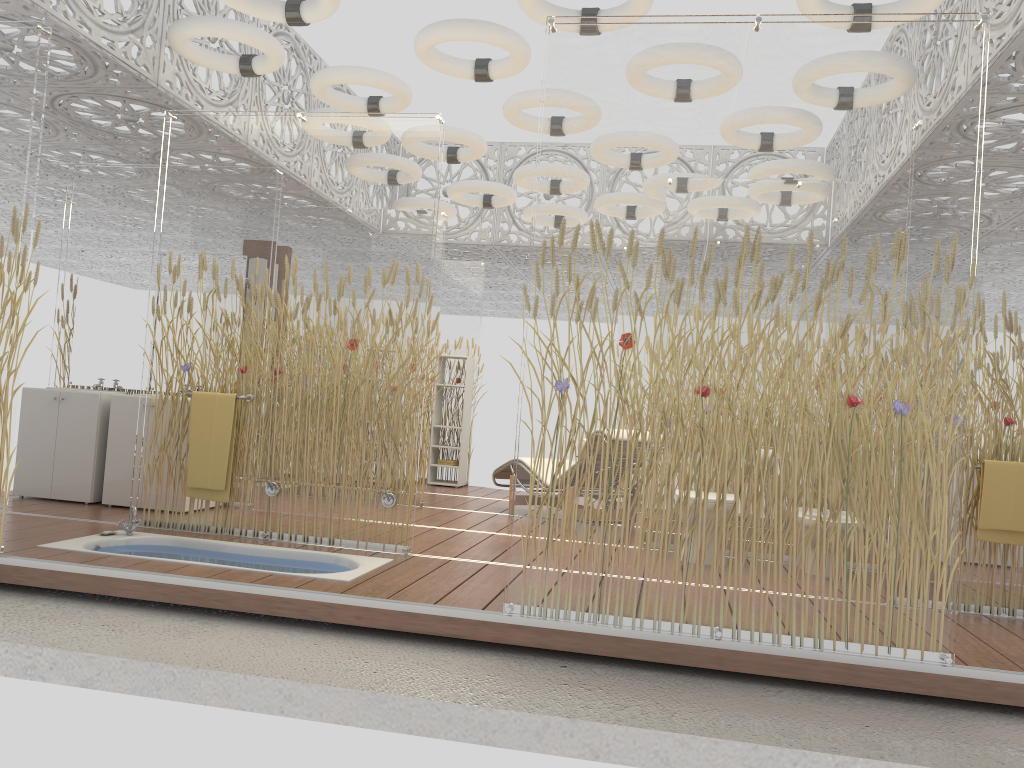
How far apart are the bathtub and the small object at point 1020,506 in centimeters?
310cm

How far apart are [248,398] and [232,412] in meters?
0.1

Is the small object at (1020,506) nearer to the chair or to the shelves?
the chair

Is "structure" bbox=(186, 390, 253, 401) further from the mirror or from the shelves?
the shelves

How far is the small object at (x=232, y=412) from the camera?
5.3m

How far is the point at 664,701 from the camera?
3.3m

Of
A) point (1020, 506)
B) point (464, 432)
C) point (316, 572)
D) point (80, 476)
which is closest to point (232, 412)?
point (316, 572)

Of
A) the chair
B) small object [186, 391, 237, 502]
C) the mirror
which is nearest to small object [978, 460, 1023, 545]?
the chair

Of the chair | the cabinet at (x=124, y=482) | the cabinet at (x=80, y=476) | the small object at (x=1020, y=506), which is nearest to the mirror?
the cabinet at (x=80, y=476)

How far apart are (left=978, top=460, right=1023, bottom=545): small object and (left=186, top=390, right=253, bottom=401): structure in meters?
4.1 m
